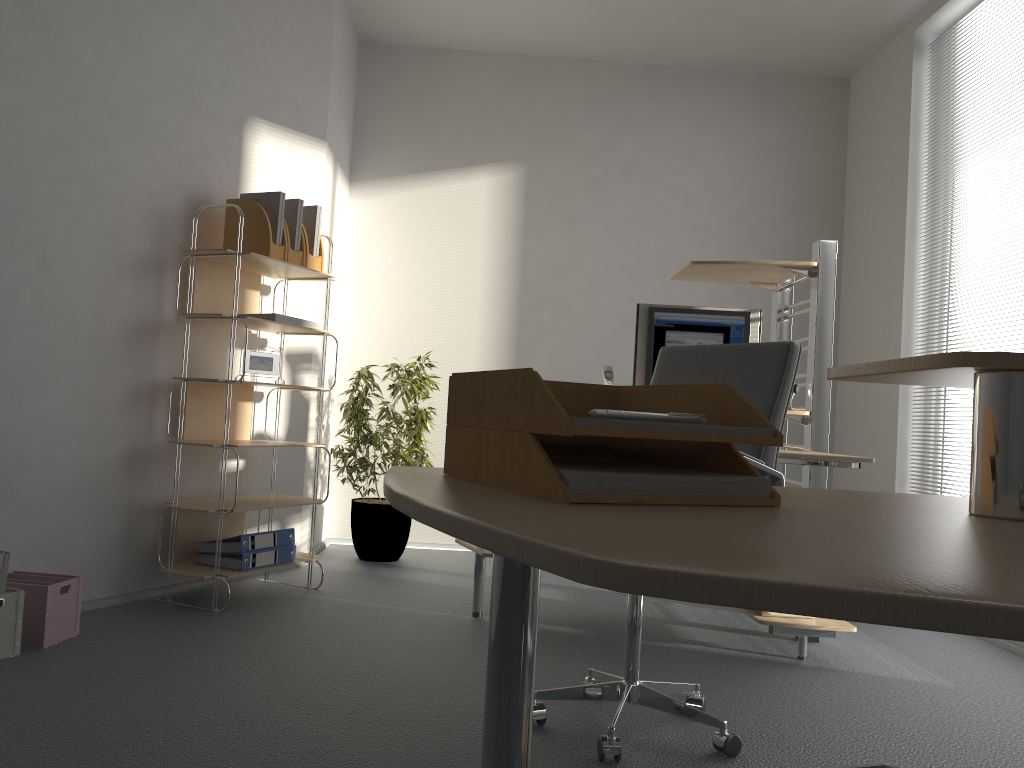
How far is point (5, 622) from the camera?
2.6 meters

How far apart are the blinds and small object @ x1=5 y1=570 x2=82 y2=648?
4.0 meters

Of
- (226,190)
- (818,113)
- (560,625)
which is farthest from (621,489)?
(818,113)

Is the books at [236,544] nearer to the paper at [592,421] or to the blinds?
the paper at [592,421]

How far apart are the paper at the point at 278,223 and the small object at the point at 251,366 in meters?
0.5 m

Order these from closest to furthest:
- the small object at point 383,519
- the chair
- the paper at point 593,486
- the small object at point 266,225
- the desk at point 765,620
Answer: the paper at point 593,486 → the chair → the desk at point 765,620 → the small object at point 266,225 → the small object at point 383,519

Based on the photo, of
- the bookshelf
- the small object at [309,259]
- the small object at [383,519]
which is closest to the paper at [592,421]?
the bookshelf

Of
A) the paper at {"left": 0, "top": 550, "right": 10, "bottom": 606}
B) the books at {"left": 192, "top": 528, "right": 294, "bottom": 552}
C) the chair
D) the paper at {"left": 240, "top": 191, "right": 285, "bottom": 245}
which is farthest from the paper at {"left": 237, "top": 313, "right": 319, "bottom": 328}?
the chair

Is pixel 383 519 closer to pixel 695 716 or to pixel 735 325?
pixel 735 325

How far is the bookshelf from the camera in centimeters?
343cm
